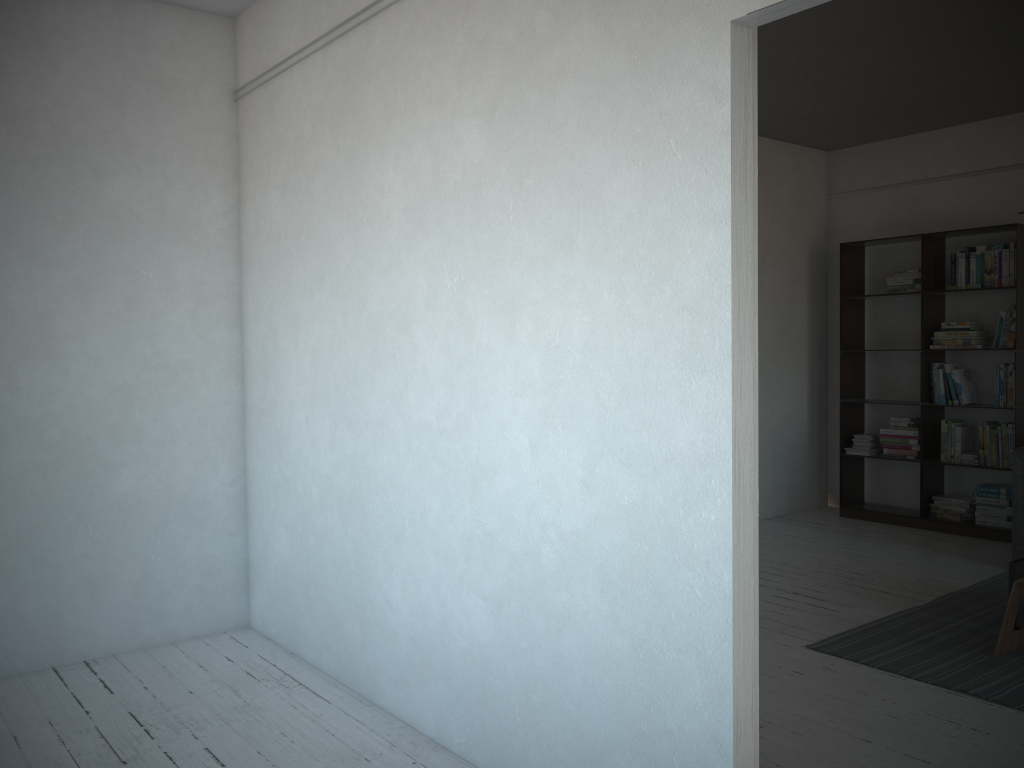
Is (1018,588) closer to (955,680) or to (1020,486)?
(955,680)

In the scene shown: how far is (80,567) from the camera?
3.8 meters

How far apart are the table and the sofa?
1.2 meters

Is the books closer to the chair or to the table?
the table

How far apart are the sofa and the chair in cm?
152

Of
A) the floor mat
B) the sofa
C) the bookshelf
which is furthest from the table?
the bookshelf

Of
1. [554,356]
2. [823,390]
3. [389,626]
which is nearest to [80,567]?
[389,626]

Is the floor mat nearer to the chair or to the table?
the chair

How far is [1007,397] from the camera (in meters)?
5.94

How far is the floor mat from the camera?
3.5 meters
